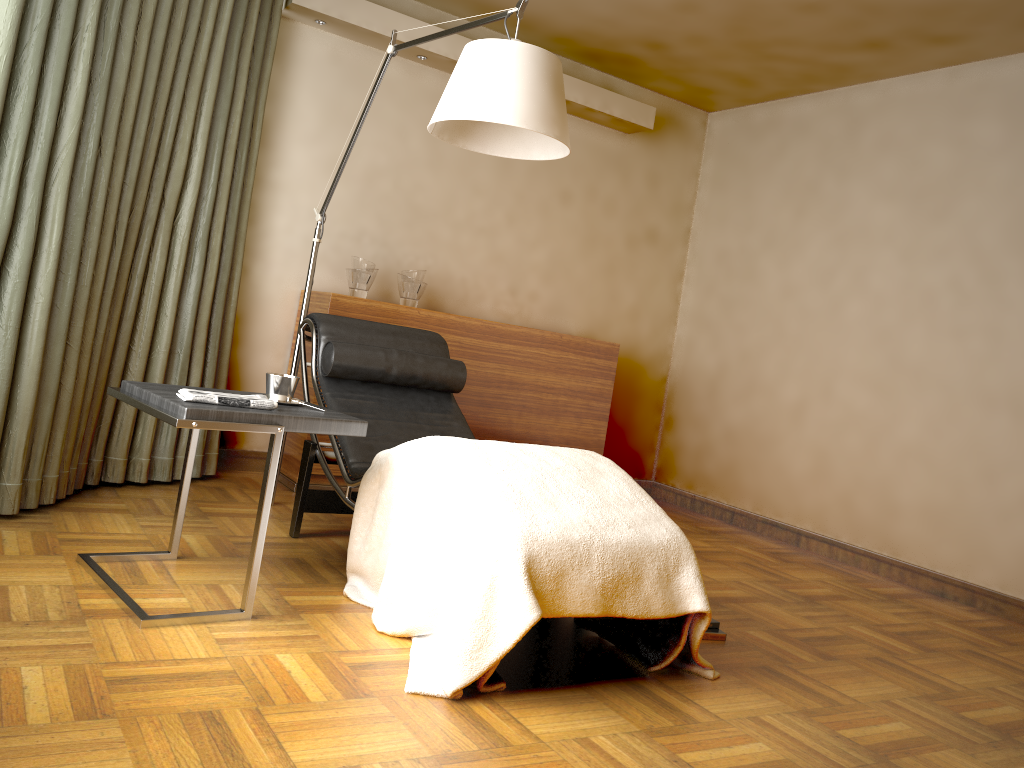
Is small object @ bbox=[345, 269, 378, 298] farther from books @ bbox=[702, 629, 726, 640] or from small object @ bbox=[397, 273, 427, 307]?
books @ bbox=[702, 629, 726, 640]

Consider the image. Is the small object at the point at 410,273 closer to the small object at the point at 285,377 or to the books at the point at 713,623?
the small object at the point at 285,377

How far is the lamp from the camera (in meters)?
2.49

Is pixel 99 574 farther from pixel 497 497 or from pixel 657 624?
pixel 657 624

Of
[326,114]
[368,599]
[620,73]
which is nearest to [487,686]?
Result: [368,599]

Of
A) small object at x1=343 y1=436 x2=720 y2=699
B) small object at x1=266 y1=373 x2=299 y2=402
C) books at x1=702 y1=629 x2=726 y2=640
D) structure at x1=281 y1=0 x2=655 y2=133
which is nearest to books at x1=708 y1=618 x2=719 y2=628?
books at x1=702 y1=629 x2=726 y2=640

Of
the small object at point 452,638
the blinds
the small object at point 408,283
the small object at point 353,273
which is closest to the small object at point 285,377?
the small object at point 452,638

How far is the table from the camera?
2.2m

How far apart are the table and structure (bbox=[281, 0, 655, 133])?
2.2m

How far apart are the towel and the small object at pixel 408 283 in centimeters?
189cm
